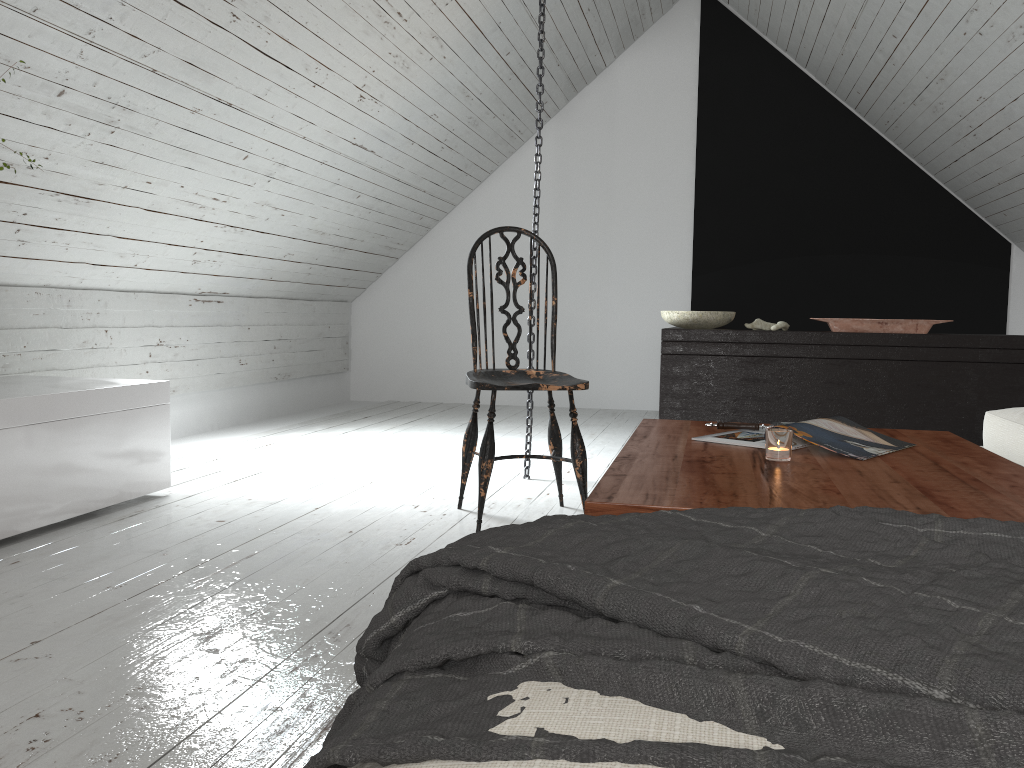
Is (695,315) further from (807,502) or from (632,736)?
(632,736)

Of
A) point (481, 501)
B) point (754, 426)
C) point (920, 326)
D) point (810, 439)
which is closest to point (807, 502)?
point (810, 439)

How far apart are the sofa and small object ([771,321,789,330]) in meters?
1.3 m

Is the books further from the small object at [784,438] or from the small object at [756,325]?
the small object at [756,325]

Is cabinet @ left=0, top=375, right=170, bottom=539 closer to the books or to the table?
the table

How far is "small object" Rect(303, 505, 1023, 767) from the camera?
0.49m

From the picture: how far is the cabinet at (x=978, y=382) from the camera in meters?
3.6

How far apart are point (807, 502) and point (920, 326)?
2.71m

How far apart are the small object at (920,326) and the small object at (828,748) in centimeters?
295cm

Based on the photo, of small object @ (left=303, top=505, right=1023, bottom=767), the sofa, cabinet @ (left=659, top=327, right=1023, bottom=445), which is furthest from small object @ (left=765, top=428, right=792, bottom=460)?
cabinet @ (left=659, top=327, right=1023, bottom=445)
